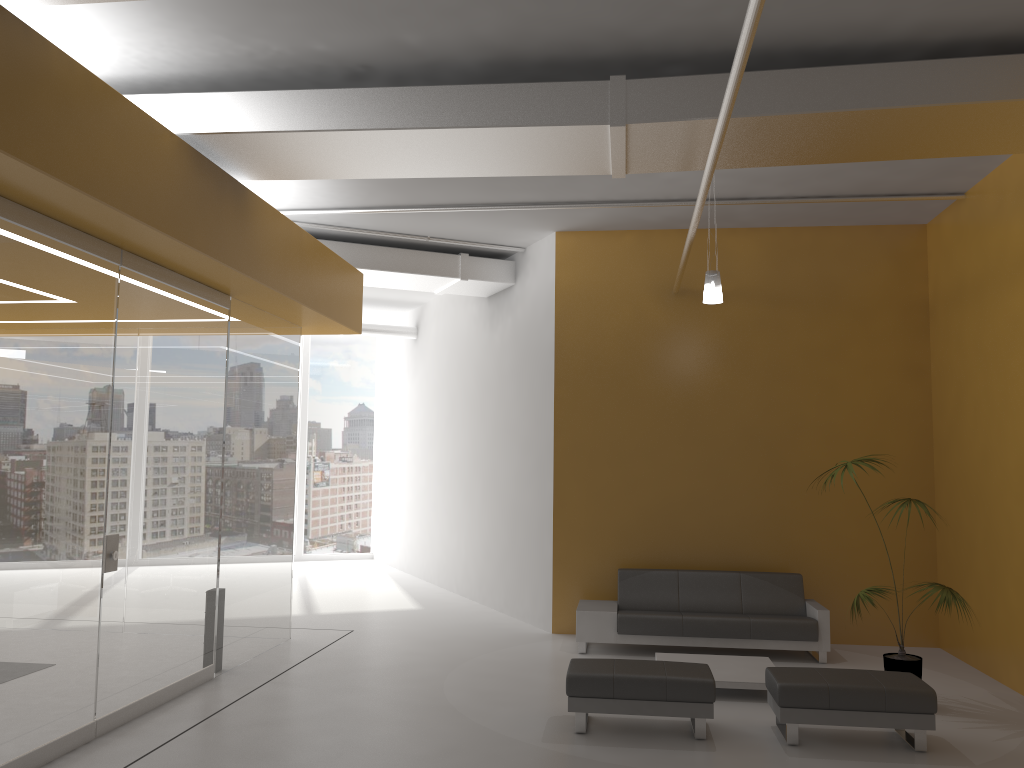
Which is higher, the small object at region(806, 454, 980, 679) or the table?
the small object at region(806, 454, 980, 679)

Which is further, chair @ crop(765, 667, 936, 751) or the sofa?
the sofa

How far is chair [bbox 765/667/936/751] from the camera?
5.77m

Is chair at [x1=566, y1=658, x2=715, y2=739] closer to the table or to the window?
the table

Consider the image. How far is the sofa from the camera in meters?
8.4

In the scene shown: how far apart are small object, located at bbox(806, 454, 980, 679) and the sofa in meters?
1.0

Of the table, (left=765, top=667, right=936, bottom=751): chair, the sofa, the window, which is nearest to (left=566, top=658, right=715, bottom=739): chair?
(left=765, top=667, right=936, bottom=751): chair

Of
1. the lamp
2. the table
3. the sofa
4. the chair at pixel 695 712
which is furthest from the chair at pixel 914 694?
the lamp

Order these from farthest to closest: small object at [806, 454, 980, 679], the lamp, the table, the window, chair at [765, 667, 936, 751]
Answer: the window < the lamp < the table < small object at [806, 454, 980, 679] < chair at [765, 667, 936, 751]

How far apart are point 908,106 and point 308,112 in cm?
384
